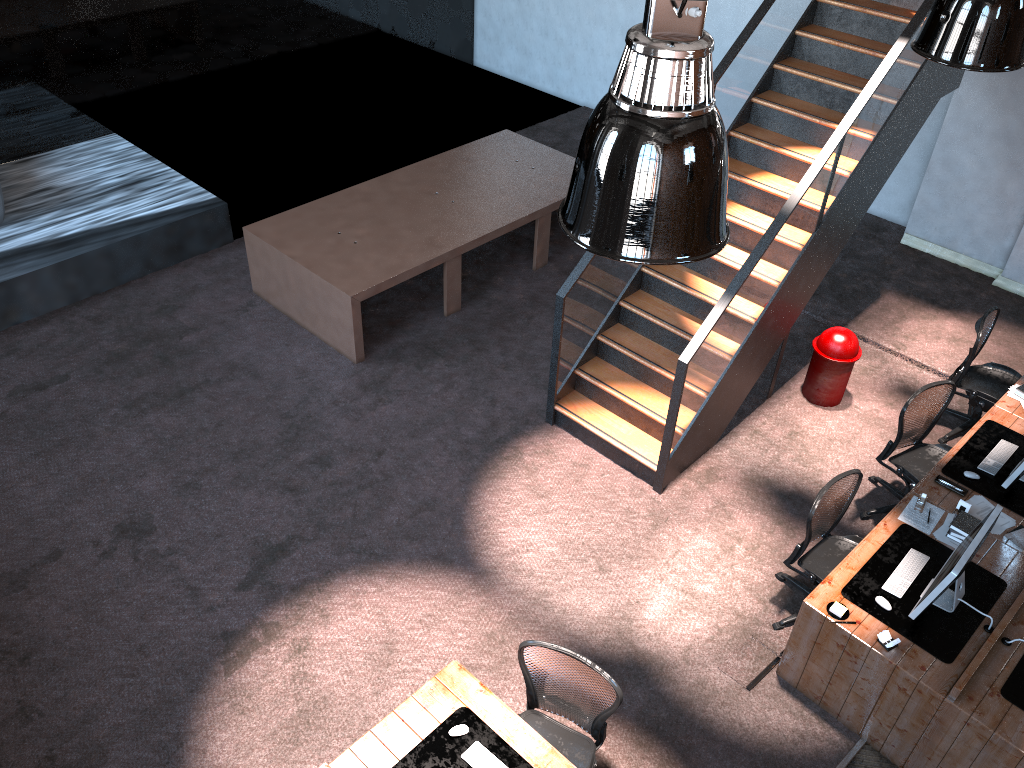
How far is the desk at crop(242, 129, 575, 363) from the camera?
8.0m

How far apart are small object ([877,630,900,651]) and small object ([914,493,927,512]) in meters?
1.2 m

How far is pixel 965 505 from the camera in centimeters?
580cm

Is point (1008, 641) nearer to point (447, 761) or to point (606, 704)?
point (606, 704)

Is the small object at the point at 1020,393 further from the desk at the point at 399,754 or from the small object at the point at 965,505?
the desk at the point at 399,754

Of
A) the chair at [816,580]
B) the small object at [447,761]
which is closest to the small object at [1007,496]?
the chair at [816,580]

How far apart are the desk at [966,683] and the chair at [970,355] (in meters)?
0.33

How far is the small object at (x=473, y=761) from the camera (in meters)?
4.35

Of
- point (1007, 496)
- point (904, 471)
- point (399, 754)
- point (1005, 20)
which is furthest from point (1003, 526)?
point (399, 754)

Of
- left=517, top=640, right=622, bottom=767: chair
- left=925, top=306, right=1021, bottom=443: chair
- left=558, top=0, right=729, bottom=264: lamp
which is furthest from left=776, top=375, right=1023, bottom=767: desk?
left=558, top=0, right=729, bottom=264: lamp
